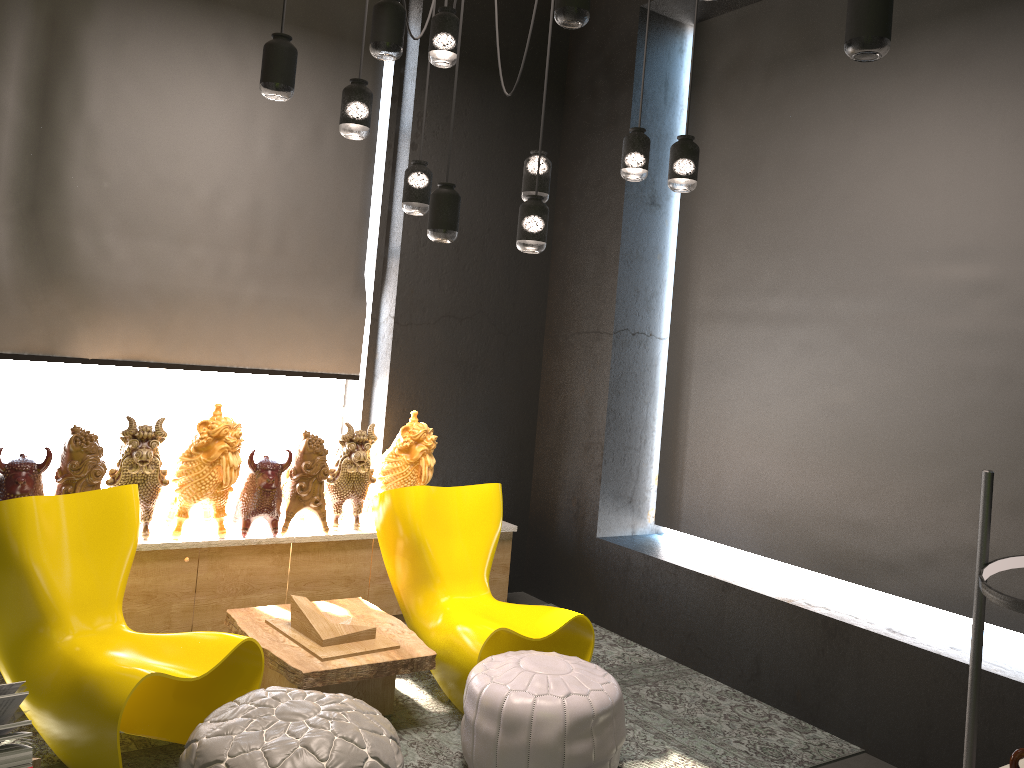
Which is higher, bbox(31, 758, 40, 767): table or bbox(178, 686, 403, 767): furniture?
bbox(31, 758, 40, 767): table

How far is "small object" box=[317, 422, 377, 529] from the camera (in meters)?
4.64

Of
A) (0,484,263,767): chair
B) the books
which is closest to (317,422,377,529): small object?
(0,484,263,767): chair

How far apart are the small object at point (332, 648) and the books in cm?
156

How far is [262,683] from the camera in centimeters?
382cm

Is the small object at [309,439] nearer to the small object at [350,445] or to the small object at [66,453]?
the small object at [350,445]

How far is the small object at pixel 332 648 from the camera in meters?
3.6

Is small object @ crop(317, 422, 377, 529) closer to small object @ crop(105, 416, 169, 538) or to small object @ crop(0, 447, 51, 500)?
small object @ crop(105, 416, 169, 538)

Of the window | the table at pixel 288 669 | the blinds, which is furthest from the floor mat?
→ the window

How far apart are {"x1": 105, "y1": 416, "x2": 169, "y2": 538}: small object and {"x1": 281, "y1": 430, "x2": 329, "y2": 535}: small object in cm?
61
